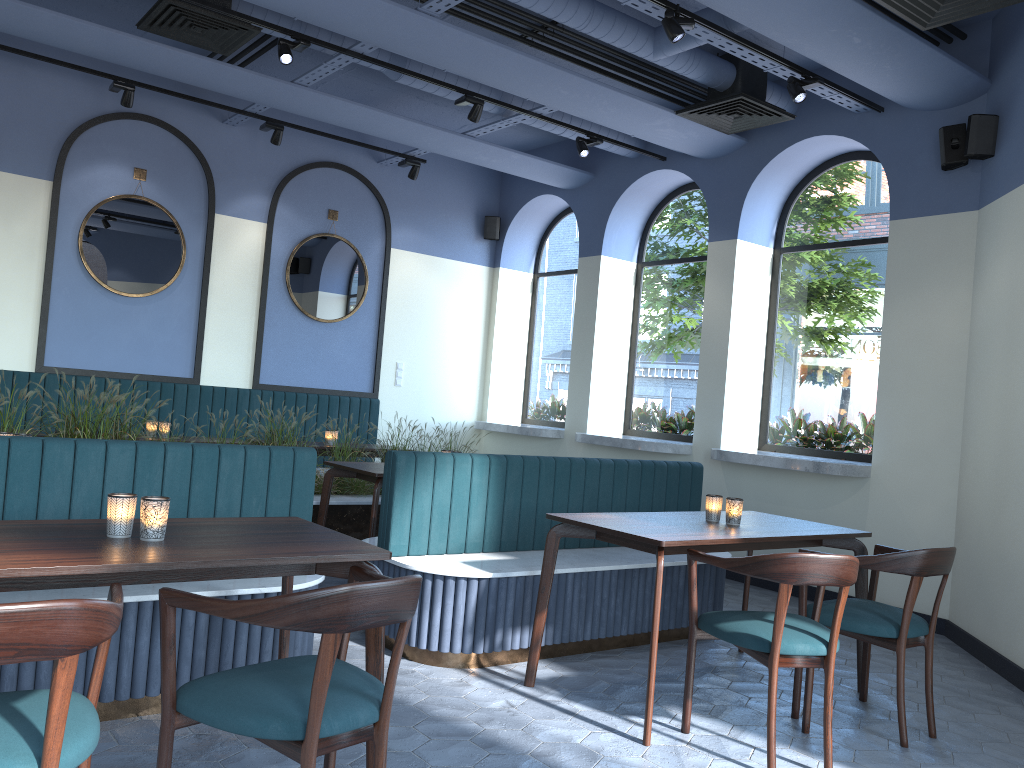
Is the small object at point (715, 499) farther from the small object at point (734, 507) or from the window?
the window

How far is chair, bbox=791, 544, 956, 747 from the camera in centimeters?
350cm

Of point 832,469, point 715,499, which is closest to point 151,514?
point 715,499

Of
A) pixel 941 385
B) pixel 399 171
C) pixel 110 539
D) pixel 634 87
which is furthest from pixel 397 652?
pixel 399 171

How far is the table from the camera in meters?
2.2

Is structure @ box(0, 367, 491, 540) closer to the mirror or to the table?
the table

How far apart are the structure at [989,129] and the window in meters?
0.6

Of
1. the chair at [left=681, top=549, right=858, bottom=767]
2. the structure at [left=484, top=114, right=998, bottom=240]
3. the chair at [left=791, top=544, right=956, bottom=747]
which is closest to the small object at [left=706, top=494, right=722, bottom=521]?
the chair at [left=791, top=544, right=956, bottom=747]

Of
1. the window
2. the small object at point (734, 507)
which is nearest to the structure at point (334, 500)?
the window

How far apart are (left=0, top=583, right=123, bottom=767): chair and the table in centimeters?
7cm
